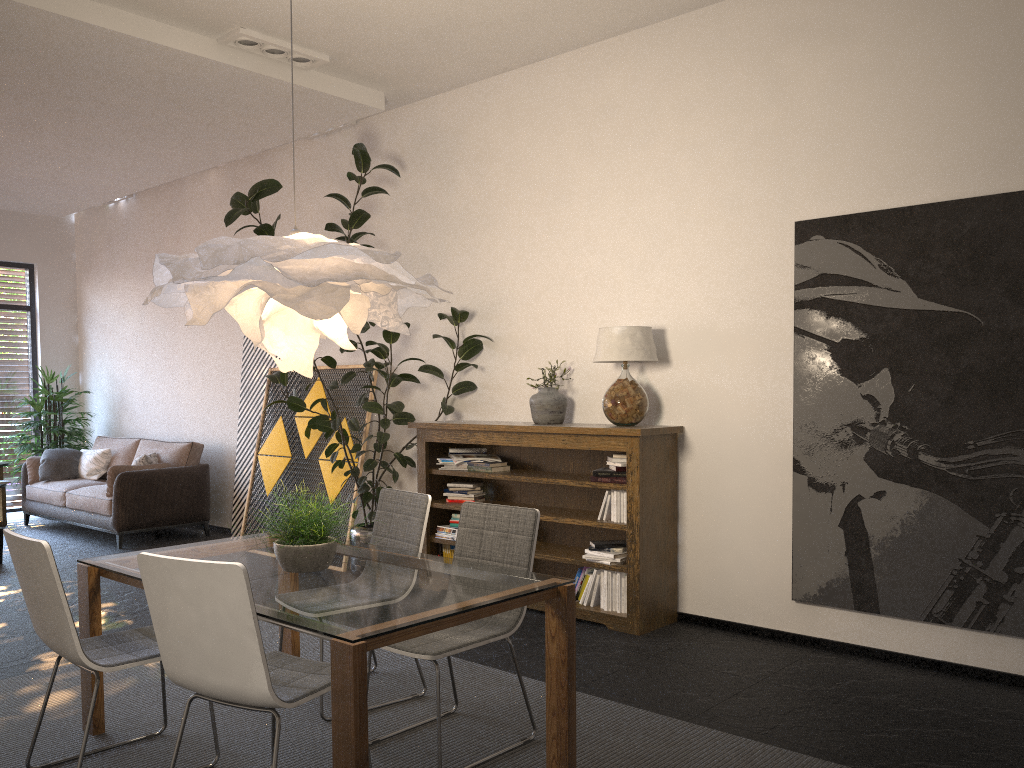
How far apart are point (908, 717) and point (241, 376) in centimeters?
640cm

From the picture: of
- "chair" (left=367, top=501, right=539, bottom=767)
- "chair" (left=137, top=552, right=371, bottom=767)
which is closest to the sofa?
"chair" (left=367, top=501, right=539, bottom=767)

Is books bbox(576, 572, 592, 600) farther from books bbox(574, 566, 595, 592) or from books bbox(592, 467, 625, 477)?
books bbox(592, 467, 625, 477)

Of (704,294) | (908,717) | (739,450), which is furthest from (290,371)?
(908,717)

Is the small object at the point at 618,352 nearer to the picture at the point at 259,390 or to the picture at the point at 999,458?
the picture at the point at 999,458

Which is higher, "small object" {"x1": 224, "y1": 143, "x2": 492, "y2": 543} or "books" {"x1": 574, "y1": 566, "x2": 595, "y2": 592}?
"small object" {"x1": 224, "y1": 143, "x2": 492, "y2": 543}

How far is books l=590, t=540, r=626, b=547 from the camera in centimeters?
516cm

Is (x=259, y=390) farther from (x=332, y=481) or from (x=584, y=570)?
(x=584, y=570)

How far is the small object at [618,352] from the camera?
5.09m

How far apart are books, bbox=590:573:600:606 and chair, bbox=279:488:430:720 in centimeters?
156cm
